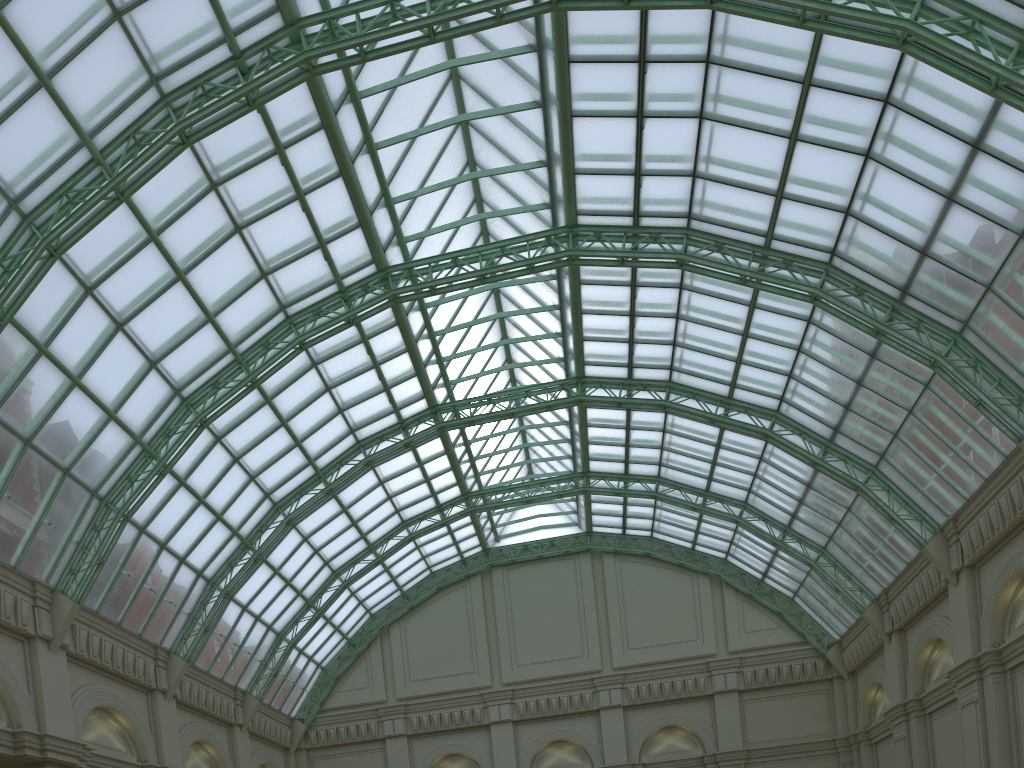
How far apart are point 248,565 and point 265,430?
6.7 meters
